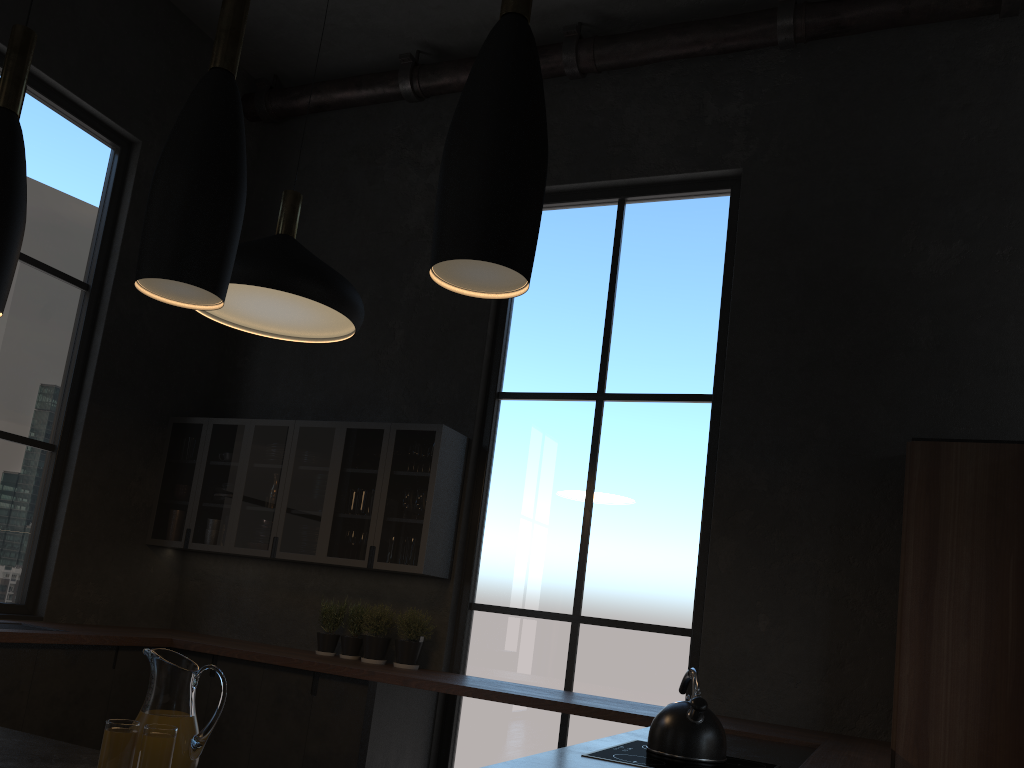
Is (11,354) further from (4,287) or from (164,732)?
(164,732)

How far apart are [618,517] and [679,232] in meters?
1.8 m

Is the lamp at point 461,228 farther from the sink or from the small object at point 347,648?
the sink

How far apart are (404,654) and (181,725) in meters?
3.5

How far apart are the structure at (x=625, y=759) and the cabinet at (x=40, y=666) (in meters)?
1.85

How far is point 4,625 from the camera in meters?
4.5

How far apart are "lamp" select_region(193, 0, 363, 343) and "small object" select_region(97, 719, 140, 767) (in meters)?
1.53

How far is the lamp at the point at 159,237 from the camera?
1.51m

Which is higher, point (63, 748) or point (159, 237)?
point (159, 237)

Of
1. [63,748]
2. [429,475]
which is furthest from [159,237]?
[429,475]
